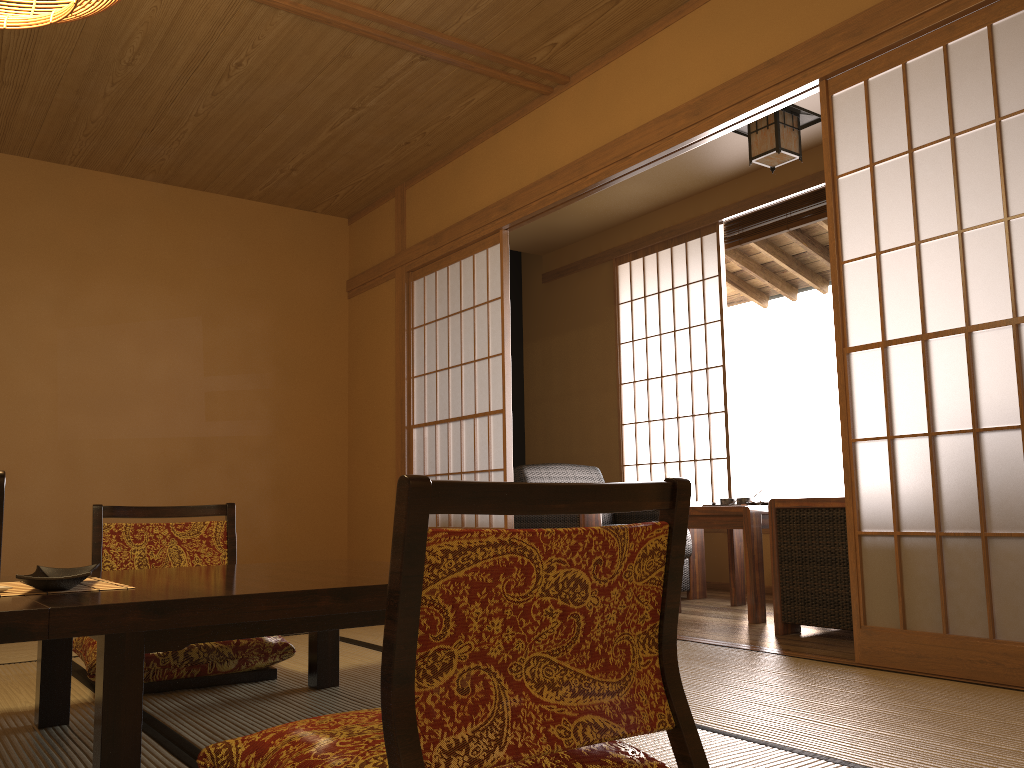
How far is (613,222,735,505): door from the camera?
5.74m

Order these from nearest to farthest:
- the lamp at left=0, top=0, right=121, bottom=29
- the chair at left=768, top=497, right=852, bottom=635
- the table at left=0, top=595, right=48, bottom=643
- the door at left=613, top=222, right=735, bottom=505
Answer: the table at left=0, top=595, right=48, bottom=643, the lamp at left=0, top=0, right=121, bottom=29, the chair at left=768, top=497, right=852, bottom=635, the door at left=613, top=222, right=735, bottom=505

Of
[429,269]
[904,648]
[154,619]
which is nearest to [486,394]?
[429,269]

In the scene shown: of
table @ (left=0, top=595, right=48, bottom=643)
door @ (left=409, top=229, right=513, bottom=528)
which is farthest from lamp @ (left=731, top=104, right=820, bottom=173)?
table @ (left=0, top=595, right=48, bottom=643)

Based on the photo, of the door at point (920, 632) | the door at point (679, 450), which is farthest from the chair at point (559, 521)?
the door at point (920, 632)

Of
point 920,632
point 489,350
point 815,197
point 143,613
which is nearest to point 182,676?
point 143,613

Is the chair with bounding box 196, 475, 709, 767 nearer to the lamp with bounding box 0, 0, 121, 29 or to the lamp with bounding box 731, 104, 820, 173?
the lamp with bounding box 0, 0, 121, 29

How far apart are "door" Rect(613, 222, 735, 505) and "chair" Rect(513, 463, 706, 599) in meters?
0.6

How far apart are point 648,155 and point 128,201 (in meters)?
3.25

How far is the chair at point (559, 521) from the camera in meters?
4.6
